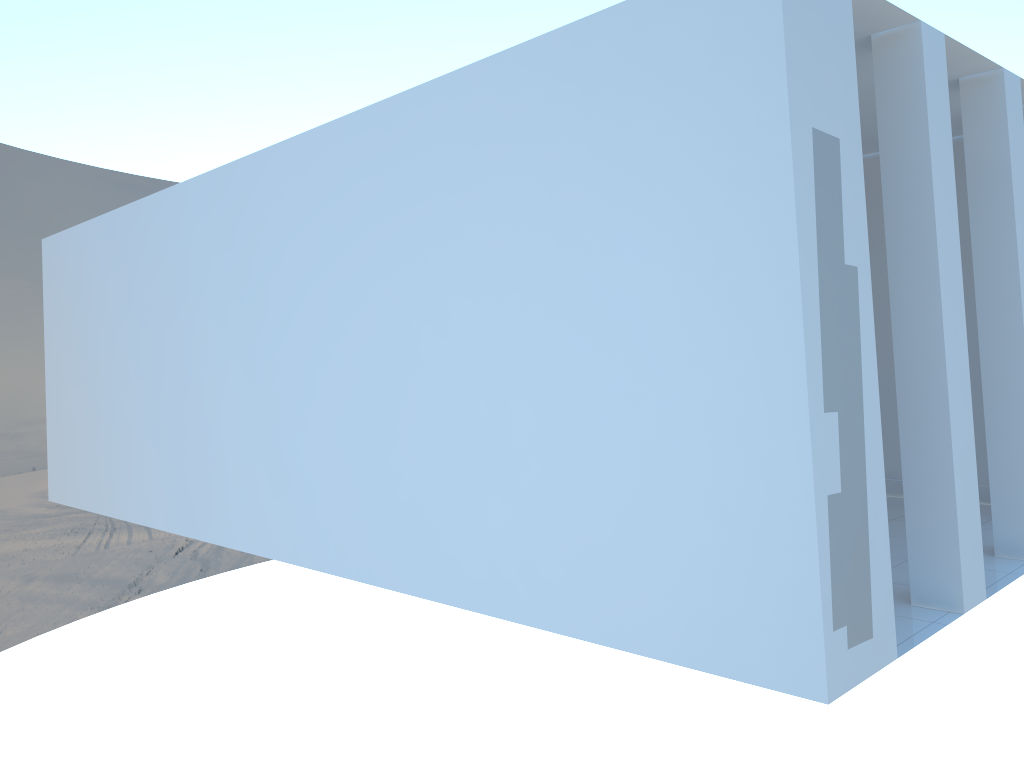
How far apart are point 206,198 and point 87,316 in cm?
243
